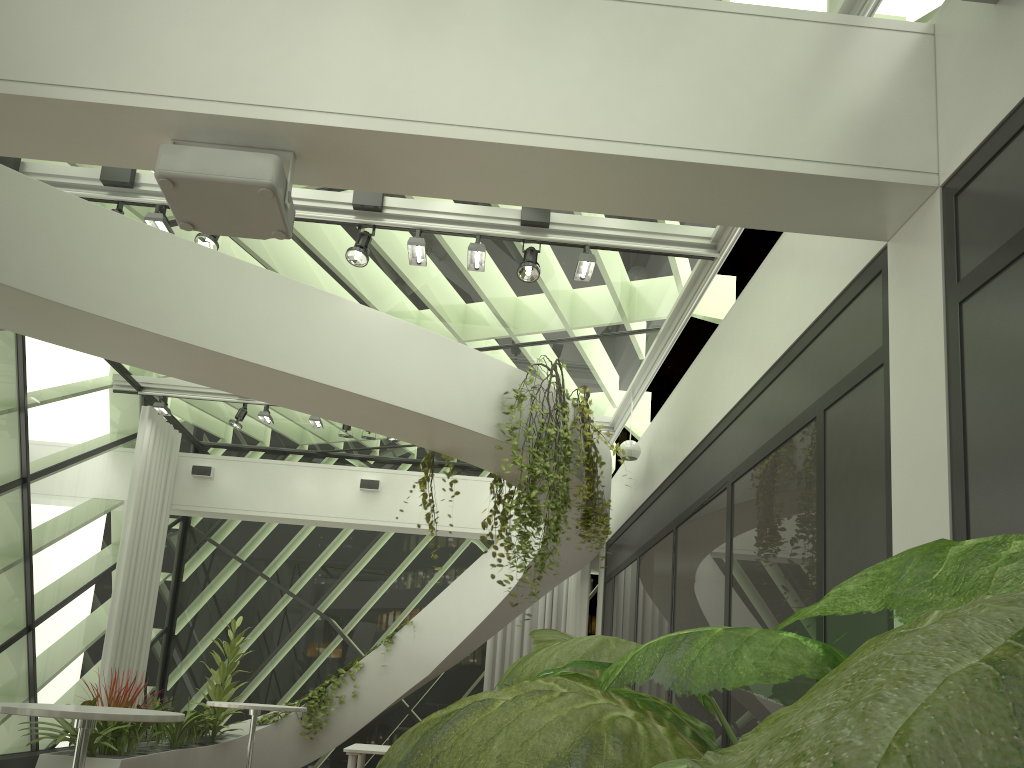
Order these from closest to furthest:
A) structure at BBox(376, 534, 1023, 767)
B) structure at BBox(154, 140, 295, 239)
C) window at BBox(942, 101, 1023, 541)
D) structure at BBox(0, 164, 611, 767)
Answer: structure at BBox(376, 534, 1023, 767)
window at BBox(942, 101, 1023, 541)
structure at BBox(154, 140, 295, 239)
structure at BBox(0, 164, 611, 767)

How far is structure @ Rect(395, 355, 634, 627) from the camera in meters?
6.2 m

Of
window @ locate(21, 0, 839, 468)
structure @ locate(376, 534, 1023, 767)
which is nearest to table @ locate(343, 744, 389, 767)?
structure @ locate(376, 534, 1023, 767)

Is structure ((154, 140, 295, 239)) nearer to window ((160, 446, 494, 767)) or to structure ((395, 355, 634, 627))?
structure ((395, 355, 634, 627))

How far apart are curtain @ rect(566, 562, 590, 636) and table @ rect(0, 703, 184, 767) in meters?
7.0

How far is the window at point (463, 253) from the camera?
6.91m

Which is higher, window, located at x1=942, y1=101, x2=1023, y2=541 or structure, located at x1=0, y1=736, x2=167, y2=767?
window, located at x1=942, y1=101, x2=1023, y2=541

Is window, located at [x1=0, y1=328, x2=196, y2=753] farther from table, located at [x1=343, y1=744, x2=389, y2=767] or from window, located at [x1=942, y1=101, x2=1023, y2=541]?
window, located at [x1=942, y1=101, x2=1023, y2=541]

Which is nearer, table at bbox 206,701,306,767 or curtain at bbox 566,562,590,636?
table at bbox 206,701,306,767

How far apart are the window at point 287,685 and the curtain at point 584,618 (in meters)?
1.33
